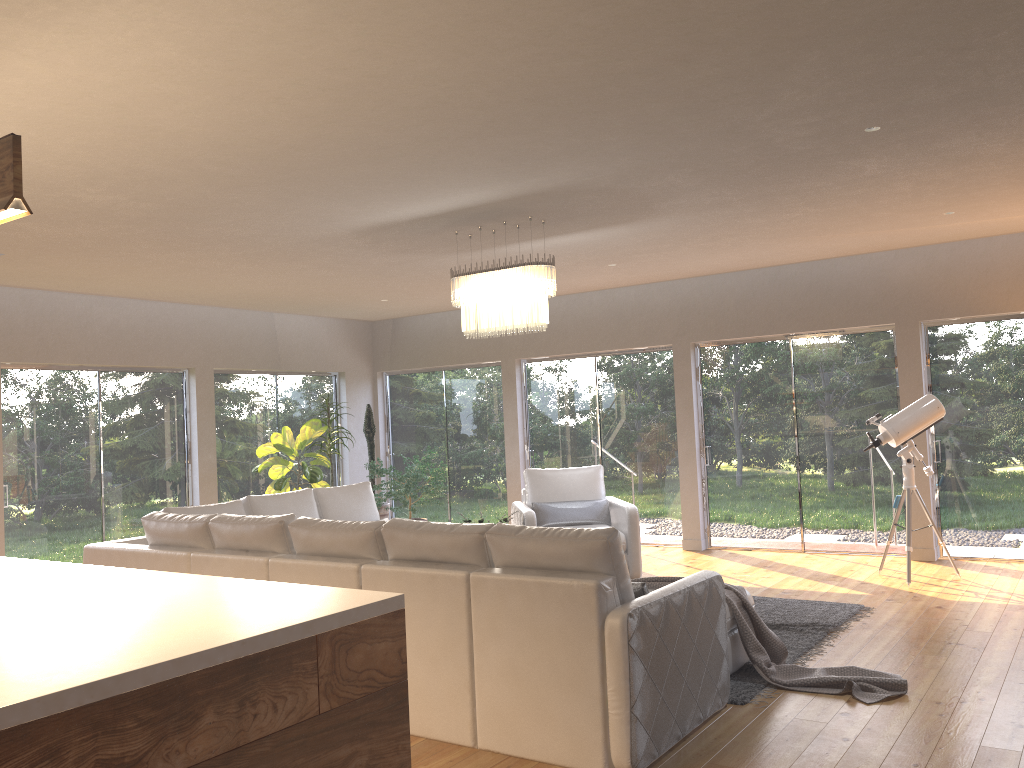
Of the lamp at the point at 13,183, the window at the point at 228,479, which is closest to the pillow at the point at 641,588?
the lamp at the point at 13,183

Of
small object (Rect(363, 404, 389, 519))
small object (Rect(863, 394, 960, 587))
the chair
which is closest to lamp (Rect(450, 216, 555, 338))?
the chair

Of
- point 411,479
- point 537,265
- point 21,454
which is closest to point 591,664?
point 537,265

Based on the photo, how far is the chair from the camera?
7.49m

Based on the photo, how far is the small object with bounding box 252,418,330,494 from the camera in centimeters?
927cm

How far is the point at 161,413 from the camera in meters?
9.2 m

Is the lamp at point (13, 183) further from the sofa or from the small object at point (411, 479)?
the small object at point (411, 479)

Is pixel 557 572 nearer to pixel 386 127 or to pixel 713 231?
pixel 386 127

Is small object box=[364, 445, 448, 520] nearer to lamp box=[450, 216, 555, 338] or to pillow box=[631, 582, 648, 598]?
lamp box=[450, 216, 555, 338]

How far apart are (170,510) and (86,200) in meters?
2.1
